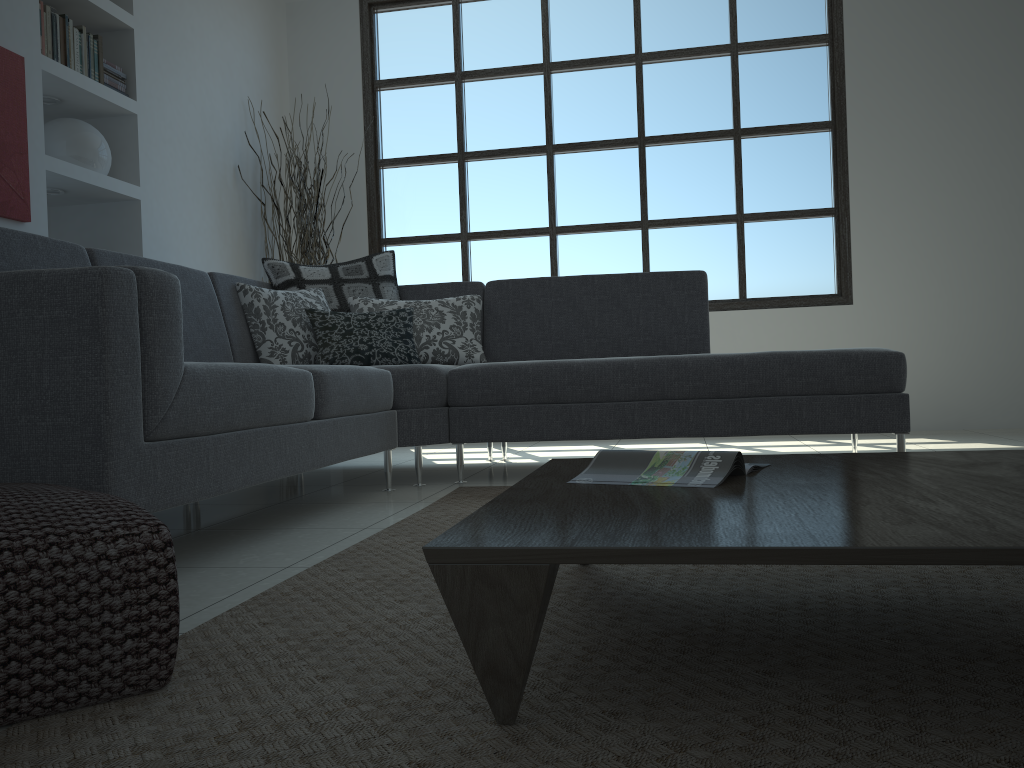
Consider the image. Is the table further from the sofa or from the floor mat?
the sofa

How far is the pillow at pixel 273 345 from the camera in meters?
3.6

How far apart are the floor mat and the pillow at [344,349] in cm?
79

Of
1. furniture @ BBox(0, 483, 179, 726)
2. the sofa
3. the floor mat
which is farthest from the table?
the sofa

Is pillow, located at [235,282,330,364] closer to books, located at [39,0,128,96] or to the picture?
the picture

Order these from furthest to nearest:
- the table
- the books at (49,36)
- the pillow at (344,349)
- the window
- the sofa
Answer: the window → the books at (49,36) → the pillow at (344,349) → the sofa → the table

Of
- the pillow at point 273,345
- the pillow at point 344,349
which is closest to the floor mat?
the pillow at point 344,349

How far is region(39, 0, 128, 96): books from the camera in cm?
373

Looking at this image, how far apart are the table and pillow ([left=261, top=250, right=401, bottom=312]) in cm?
227

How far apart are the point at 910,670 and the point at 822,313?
4.52m
